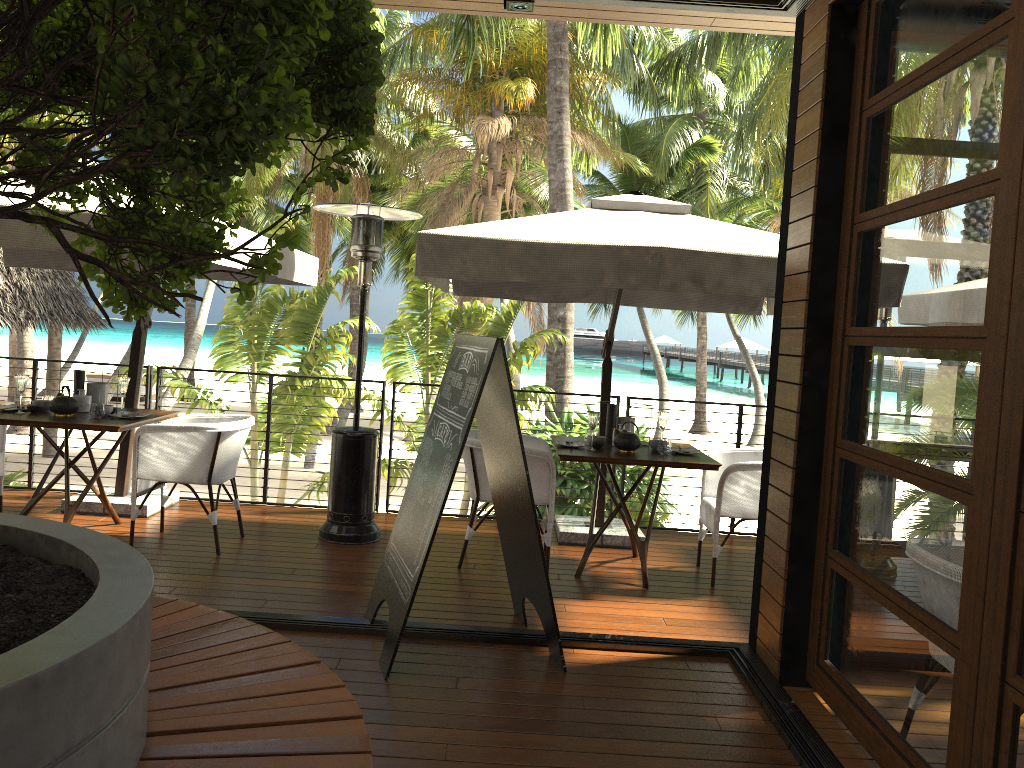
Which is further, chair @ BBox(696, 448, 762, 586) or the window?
chair @ BBox(696, 448, 762, 586)

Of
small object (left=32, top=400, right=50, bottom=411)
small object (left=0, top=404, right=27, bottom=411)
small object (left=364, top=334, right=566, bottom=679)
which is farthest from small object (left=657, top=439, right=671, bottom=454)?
small object (left=0, top=404, right=27, bottom=411)

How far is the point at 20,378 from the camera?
5.20m

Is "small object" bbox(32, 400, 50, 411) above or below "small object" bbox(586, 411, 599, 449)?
below

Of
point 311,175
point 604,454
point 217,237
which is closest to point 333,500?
point 604,454

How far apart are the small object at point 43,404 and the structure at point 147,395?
1.2m

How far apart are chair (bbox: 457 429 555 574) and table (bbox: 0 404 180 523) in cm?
193

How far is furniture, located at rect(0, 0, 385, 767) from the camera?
1.1m

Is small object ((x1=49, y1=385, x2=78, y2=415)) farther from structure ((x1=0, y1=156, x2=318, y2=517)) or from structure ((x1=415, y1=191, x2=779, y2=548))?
structure ((x1=415, y1=191, x2=779, y2=548))

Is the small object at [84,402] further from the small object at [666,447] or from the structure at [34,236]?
the small object at [666,447]
